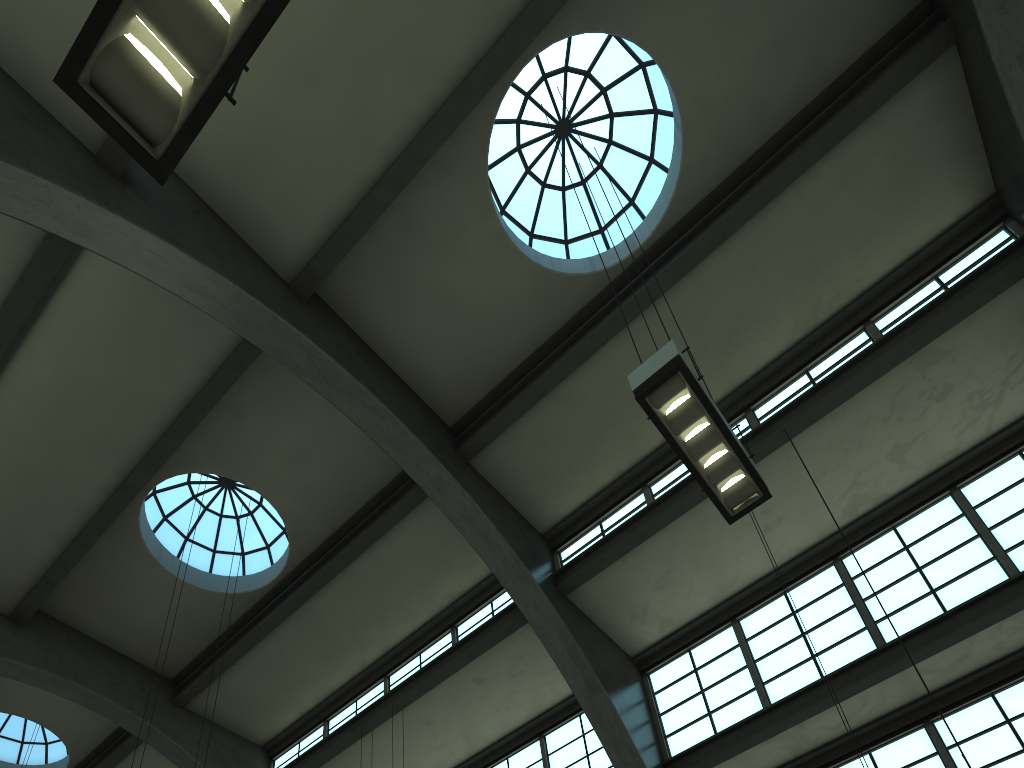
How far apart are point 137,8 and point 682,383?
4.54m

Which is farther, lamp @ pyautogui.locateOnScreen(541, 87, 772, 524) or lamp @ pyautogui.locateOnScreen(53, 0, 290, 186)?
lamp @ pyautogui.locateOnScreen(541, 87, 772, 524)

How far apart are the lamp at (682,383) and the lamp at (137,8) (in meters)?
3.87

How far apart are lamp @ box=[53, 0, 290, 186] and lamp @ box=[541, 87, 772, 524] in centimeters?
387cm

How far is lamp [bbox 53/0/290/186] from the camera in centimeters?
324cm

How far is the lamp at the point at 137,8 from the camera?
3.2 meters

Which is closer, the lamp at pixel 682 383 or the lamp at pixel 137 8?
the lamp at pixel 137 8

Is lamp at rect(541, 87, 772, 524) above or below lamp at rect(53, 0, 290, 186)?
above

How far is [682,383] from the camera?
6.4m
